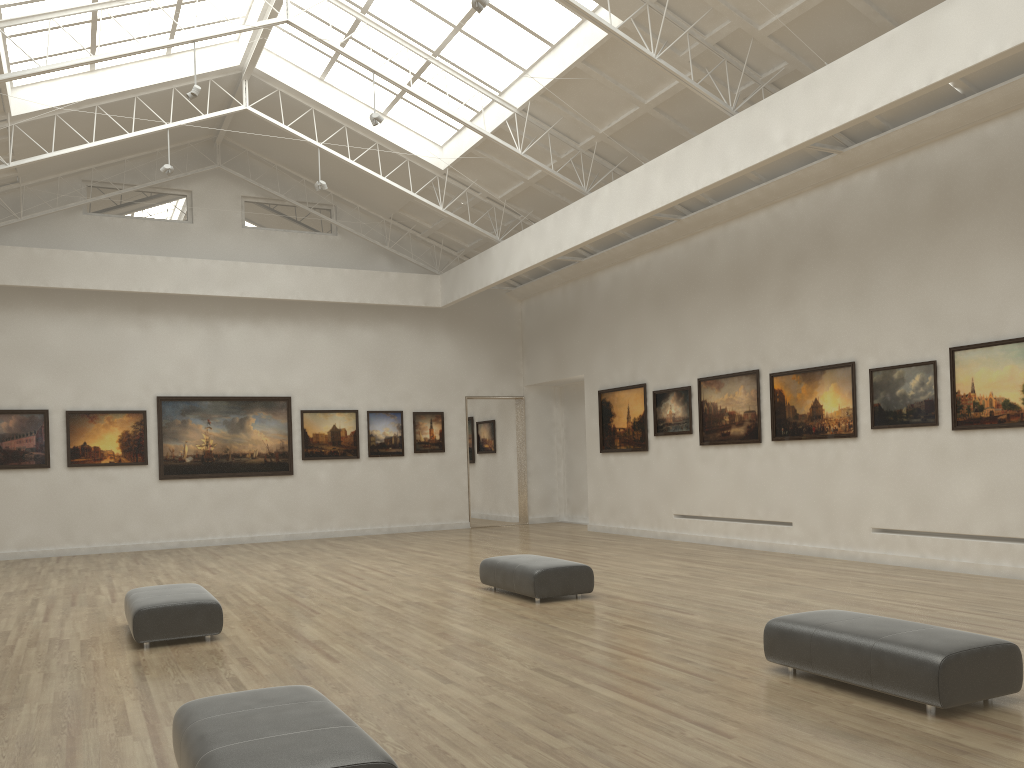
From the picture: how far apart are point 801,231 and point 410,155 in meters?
13.4 m

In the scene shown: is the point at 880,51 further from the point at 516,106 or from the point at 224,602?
the point at 224,602
